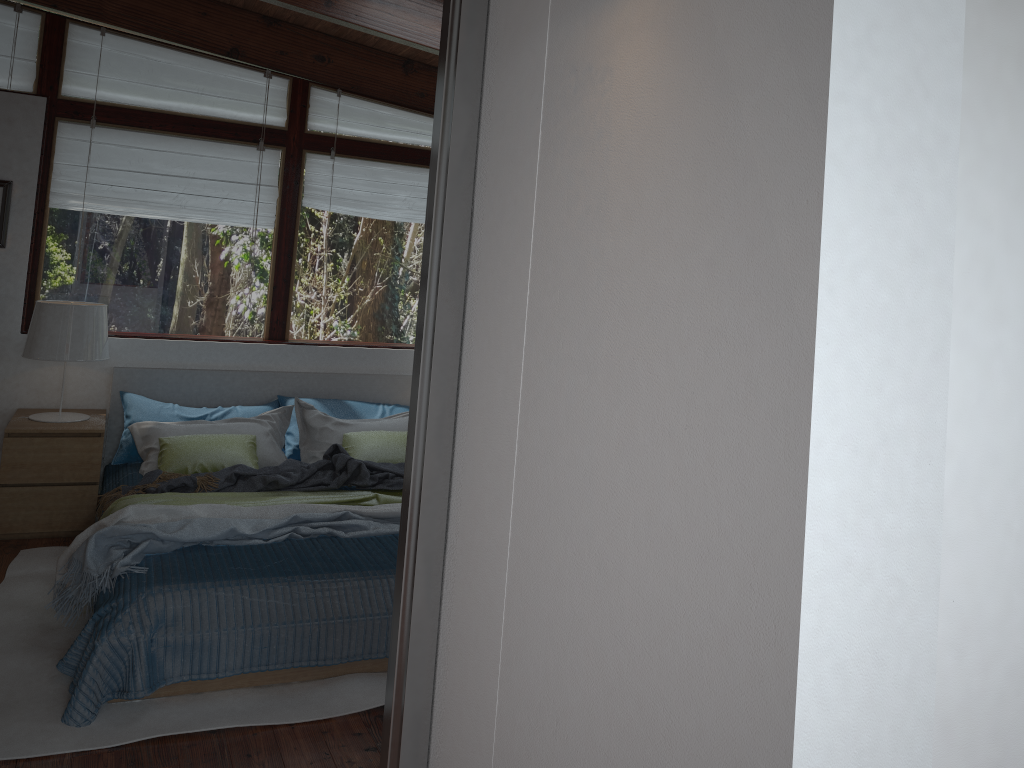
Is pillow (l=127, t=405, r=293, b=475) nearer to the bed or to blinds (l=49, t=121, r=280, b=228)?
the bed

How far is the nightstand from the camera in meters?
4.2 m

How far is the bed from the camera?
2.8m

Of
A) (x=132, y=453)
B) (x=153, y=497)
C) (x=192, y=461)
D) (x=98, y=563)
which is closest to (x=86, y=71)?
(x=132, y=453)

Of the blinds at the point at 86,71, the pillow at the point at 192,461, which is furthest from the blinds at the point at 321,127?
the pillow at the point at 192,461

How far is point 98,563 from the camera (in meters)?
3.16

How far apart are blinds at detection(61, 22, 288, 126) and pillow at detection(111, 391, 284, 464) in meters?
1.6 m

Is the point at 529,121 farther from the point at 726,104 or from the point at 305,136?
the point at 305,136

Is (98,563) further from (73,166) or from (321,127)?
(321,127)

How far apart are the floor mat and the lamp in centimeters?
71cm
